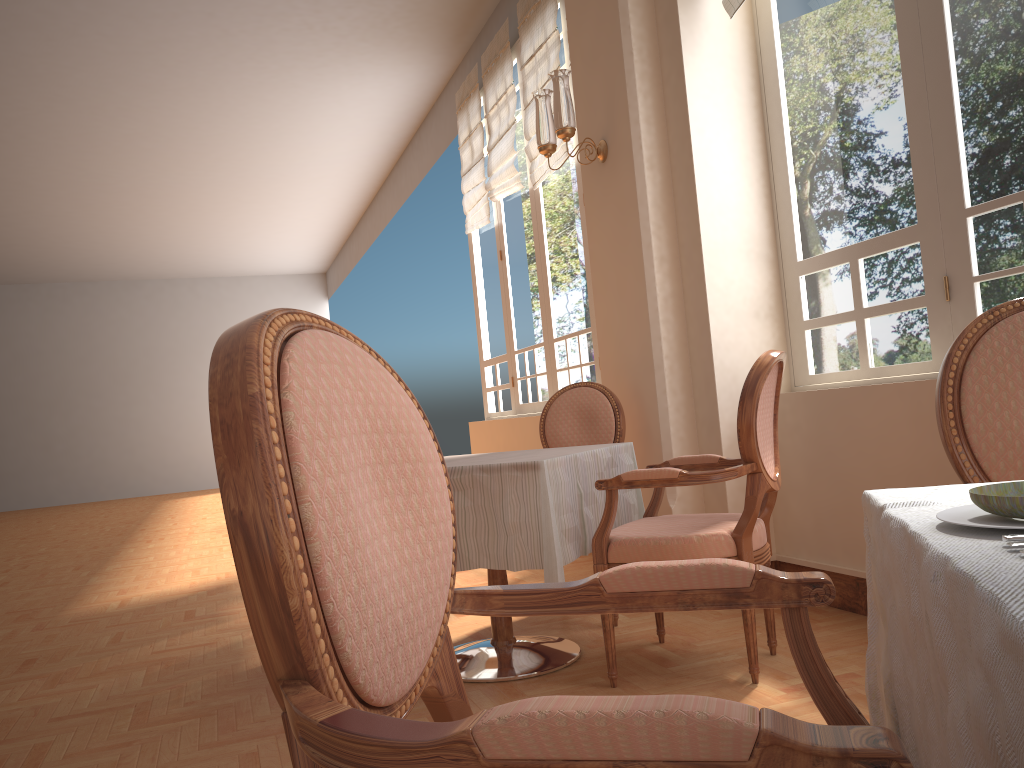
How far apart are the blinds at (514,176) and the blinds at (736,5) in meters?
2.9 m

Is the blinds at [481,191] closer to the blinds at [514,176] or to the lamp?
the blinds at [514,176]

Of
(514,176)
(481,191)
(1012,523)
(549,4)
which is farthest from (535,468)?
(481,191)

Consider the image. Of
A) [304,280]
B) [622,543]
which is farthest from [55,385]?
[622,543]

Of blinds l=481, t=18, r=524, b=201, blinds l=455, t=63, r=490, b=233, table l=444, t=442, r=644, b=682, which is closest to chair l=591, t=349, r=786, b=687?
table l=444, t=442, r=644, b=682

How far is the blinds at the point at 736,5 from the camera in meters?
3.5

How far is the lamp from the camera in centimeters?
376cm

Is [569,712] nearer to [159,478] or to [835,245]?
[835,245]

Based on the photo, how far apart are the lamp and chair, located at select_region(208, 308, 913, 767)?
3.0m

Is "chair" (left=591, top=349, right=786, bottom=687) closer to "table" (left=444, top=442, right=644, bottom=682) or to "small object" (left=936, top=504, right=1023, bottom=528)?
"table" (left=444, top=442, right=644, bottom=682)
